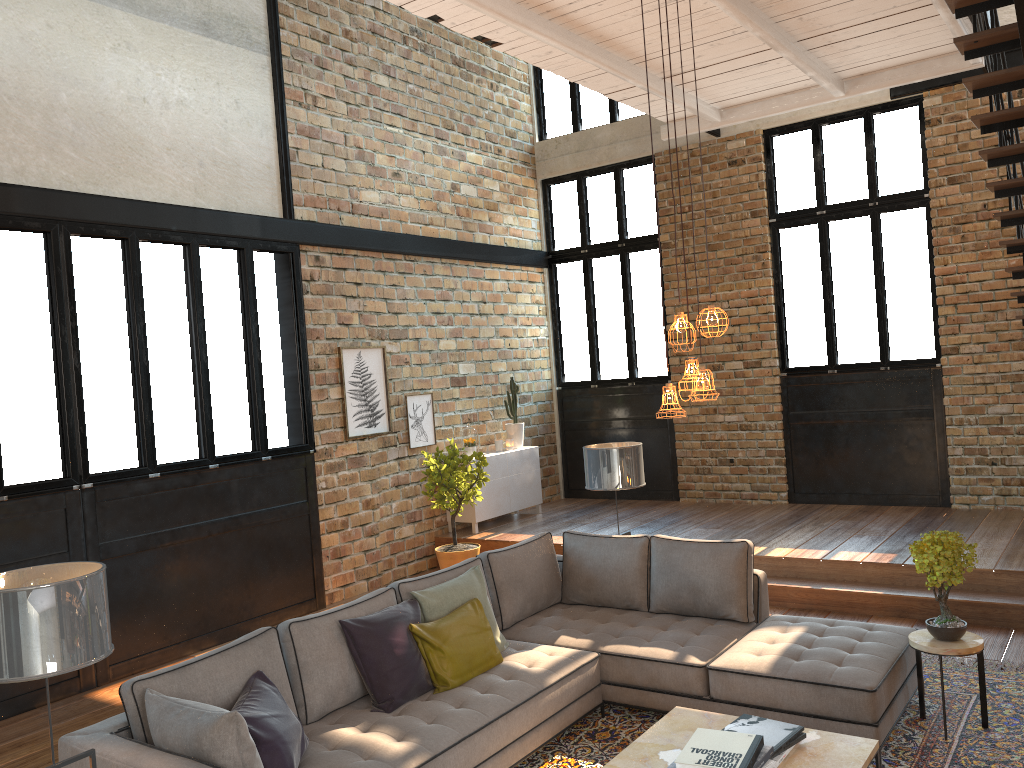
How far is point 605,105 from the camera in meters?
11.0 m

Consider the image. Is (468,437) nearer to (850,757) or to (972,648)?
(972,648)

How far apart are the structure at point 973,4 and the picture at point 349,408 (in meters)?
5.46

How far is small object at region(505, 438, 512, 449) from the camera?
10.15m

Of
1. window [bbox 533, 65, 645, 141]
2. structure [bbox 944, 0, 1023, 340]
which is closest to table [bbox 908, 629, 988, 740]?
structure [bbox 944, 0, 1023, 340]

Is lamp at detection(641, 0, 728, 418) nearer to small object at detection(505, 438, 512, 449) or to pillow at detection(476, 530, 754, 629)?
pillow at detection(476, 530, 754, 629)

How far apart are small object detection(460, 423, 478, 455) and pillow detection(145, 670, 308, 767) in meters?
5.7 m

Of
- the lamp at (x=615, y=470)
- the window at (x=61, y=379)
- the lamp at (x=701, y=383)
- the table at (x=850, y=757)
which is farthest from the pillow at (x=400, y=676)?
the window at (x=61, y=379)

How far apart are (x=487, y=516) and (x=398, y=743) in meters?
5.6 m

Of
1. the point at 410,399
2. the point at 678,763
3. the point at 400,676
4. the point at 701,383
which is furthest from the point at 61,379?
the point at 678,763
